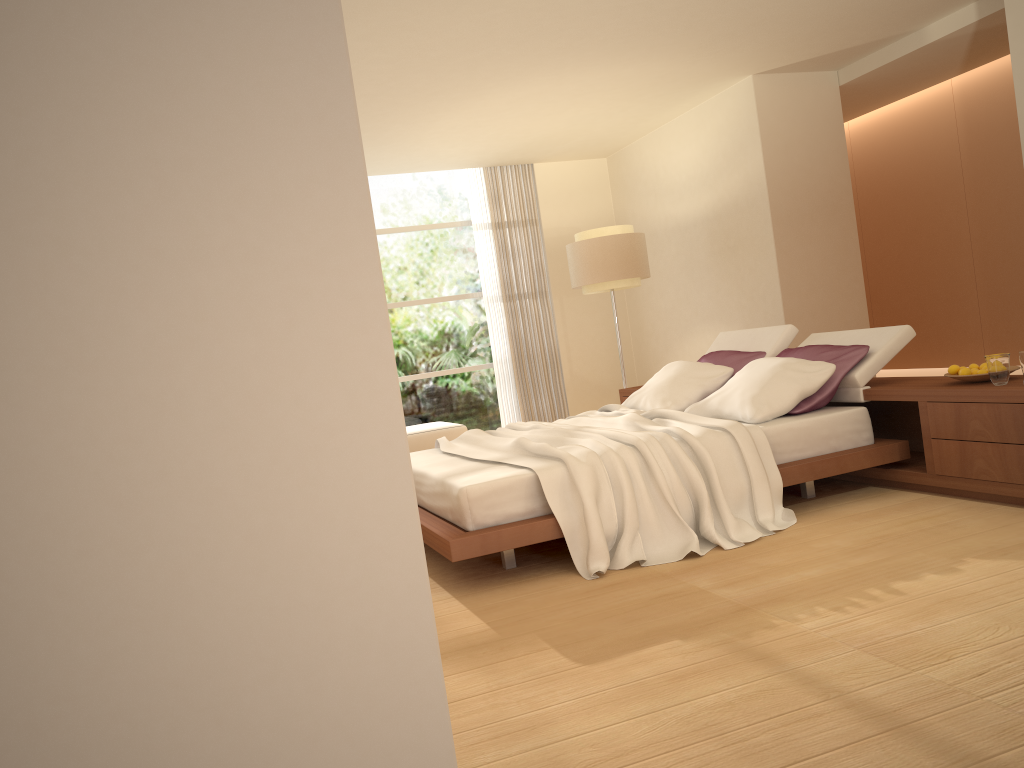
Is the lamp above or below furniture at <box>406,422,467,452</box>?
above

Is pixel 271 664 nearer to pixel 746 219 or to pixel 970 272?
pixel 746 219

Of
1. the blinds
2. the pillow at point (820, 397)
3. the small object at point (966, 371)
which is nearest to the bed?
the pillow at point (820, 397)

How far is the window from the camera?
10.1m

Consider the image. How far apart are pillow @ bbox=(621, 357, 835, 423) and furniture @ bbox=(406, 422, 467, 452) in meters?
3.1

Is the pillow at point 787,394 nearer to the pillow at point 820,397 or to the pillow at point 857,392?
the pillow at point 820,397

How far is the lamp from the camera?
8.2m

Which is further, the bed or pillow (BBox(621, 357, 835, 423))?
pillow (BBox(621, 357, 835, 423))

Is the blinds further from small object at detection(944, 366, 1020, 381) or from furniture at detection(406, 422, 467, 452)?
small object at detection(944, 366, 1020, 381)

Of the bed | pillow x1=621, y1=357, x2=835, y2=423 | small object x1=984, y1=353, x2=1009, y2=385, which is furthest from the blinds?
small object x1=984, y1=353, x2=1009, y2=385
